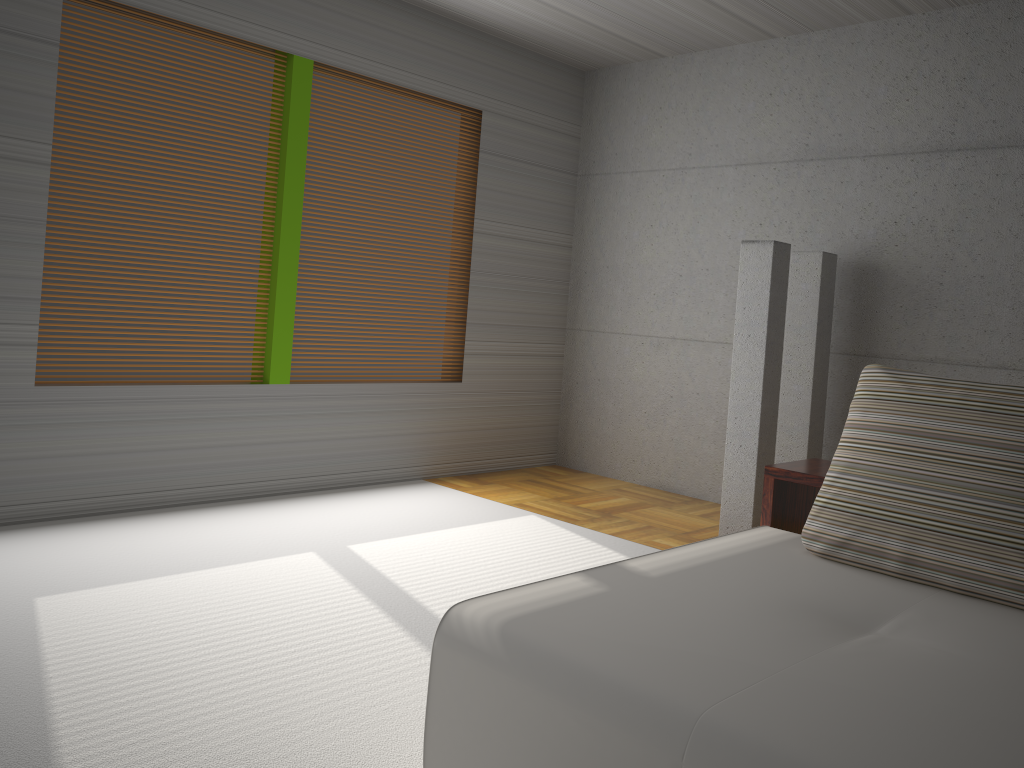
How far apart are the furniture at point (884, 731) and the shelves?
0.1 meters

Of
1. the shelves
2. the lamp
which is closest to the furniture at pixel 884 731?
the shelves

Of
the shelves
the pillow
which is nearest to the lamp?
the shelves

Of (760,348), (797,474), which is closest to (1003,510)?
(797,474)

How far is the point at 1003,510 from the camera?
2.43m

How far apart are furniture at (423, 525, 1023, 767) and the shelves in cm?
14

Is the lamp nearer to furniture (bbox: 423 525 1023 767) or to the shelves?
the shelves

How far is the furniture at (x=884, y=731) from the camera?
1.6m

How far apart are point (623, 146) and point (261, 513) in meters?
3.8 m

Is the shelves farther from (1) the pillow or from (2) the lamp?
(2) the lamp
